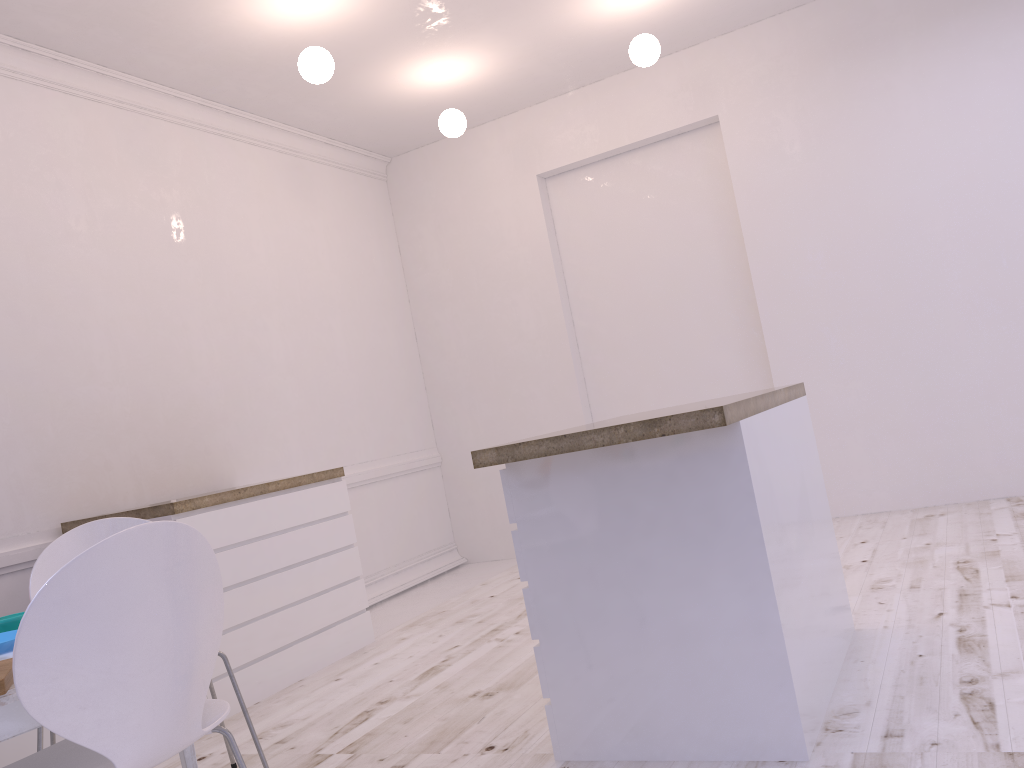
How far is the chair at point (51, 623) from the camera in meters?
1.4 m

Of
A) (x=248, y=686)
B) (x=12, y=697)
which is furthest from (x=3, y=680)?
(x=248, y=686)

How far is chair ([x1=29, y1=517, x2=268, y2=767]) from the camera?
2.6m

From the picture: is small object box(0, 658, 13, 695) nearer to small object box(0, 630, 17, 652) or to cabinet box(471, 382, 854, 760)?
small object box(0, 630, 17, 652)

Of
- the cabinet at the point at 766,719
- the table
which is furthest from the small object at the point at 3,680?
the cabinet at the point at 766,719

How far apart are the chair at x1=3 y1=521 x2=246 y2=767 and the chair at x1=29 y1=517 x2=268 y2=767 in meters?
0.7 m

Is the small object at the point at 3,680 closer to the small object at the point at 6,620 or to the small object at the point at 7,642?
the small object at the point at 7,642

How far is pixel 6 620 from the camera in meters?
2.0 m

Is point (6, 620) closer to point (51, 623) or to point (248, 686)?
point (51, 623)

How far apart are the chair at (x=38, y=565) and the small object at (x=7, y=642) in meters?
0.6 m
